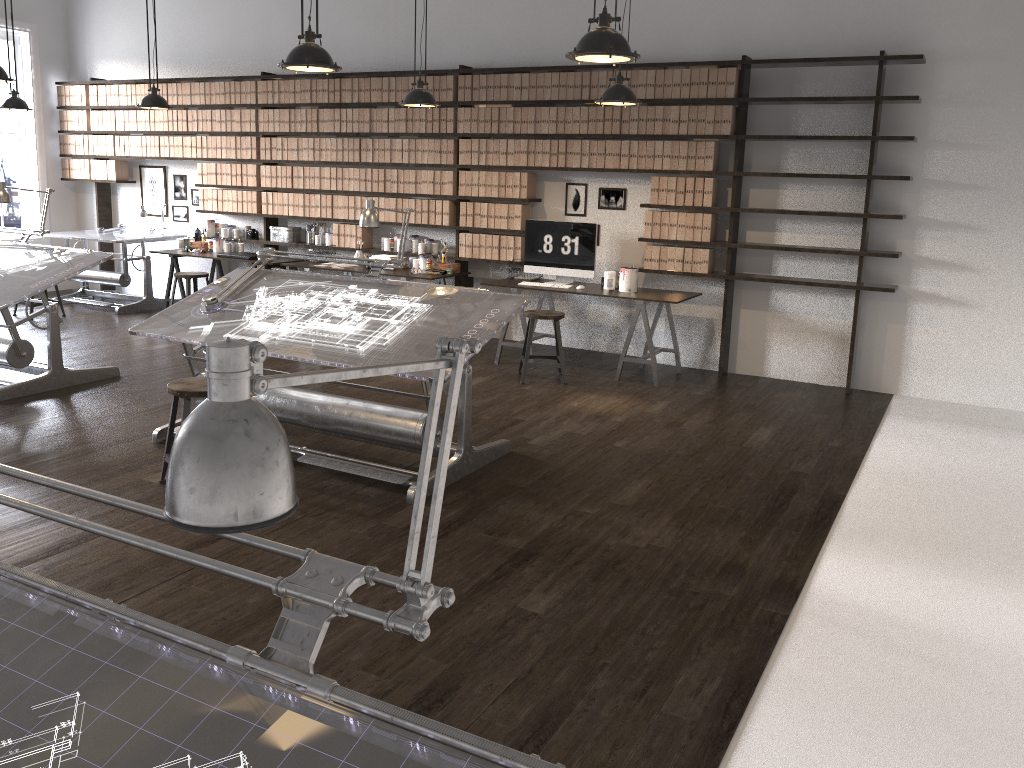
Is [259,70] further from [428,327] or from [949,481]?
[949,481]

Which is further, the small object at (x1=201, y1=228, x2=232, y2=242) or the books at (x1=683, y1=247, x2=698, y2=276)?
the small object at (x1=201, y1=228, x2=232, y2=242)

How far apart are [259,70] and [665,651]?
7.91m

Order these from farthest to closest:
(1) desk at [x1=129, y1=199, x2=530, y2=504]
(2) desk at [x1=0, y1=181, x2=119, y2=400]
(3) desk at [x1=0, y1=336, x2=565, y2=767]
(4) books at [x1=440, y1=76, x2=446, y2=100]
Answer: (4) books at [x1=440, y1=76, x2=446, y2=100], (2) desk at [x1=0, y1=181, x2=119, y2=400], (1) desk at [x1=129, y1=199, x2=530, y2=504], (3) desk at [x1=0, y1=336, x2=565, y2=767]

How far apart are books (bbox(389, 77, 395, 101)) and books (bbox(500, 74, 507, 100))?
1.16m

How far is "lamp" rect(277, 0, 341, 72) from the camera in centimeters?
418cm

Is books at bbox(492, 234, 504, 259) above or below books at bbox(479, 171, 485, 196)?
below

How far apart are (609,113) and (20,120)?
7.0m

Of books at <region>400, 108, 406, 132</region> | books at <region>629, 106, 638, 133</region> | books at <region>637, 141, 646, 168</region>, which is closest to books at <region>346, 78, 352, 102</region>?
books at <region>400, 108, 406, 132</region>

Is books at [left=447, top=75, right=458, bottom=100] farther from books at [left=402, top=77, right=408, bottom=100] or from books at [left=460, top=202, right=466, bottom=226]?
books at [left=460, top=202, right=466, bottom=226]
